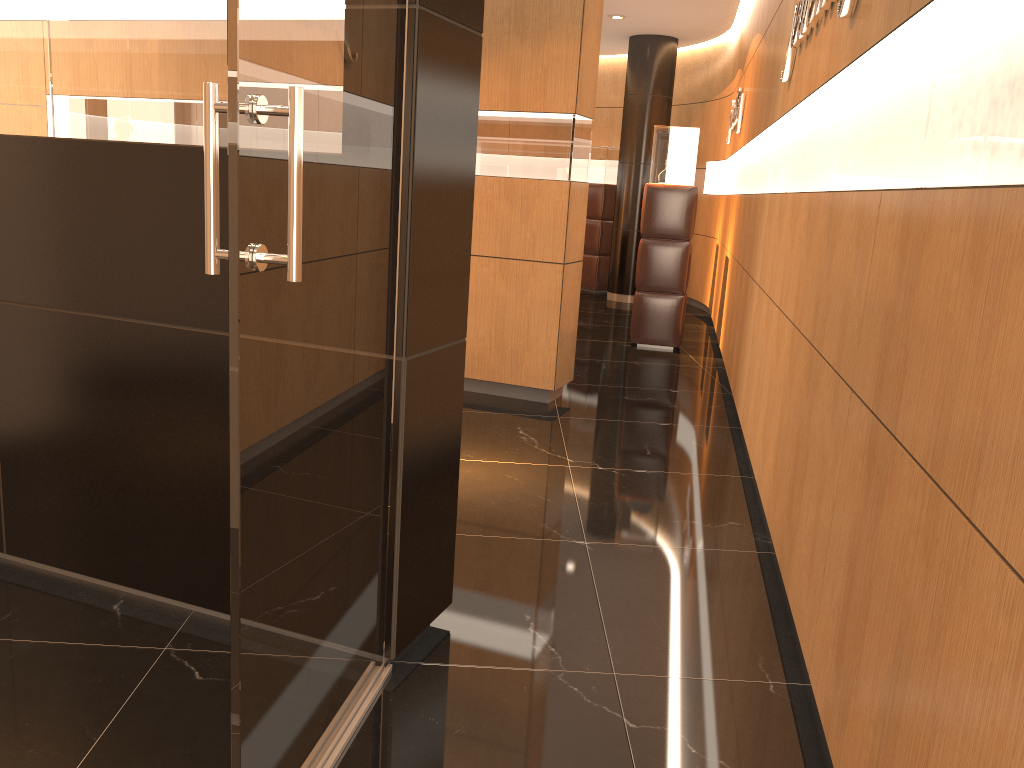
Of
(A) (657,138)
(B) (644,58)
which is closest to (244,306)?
(A) (657,138)

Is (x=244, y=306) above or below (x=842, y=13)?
below

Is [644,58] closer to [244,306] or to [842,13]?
[842,13]

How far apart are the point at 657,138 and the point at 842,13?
5.1 meters

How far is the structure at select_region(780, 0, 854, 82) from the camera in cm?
287

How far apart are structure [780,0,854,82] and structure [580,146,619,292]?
7.7m

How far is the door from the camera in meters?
1.5 m

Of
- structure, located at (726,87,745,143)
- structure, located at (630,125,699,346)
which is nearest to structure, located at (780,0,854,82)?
structure, located at (630,125,699,346)

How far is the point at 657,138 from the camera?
7.9 meters

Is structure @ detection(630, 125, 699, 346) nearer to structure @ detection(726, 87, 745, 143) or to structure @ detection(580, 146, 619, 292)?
structure @ detection(726, 87, 745, 143)
